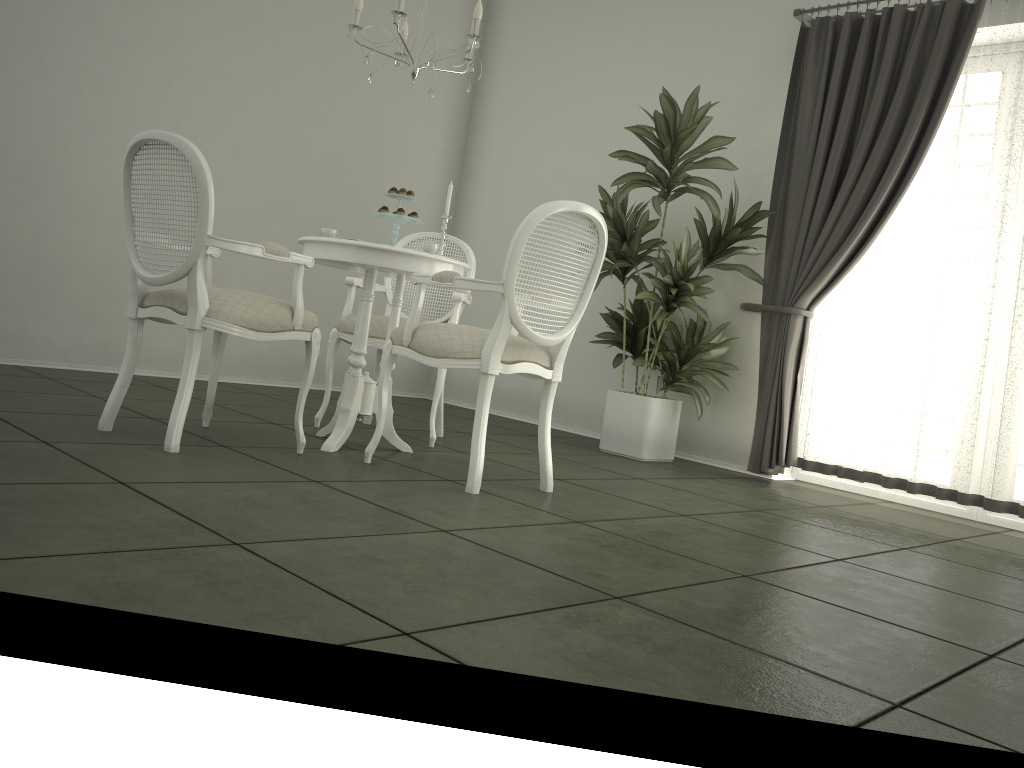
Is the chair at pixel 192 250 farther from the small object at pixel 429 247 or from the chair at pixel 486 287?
the small object at pixel 429 247

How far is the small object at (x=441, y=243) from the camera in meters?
3.8 m

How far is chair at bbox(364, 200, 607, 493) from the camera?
3.0m

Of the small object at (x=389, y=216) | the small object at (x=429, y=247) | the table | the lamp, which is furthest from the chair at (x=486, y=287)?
the lamp

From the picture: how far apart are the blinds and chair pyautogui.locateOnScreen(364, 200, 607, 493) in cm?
173

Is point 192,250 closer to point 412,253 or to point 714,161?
point 412,253

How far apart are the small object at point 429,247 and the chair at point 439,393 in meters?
0.6

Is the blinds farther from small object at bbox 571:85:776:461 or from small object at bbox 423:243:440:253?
small object at bbox 423:243:440:253

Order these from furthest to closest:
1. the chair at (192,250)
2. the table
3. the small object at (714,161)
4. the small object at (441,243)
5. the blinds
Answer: → the small object at (714,161) → the blinds → the small object at (441,243) → the table → the chair at (192,250)

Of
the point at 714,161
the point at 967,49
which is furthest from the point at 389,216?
the point at 967,49
